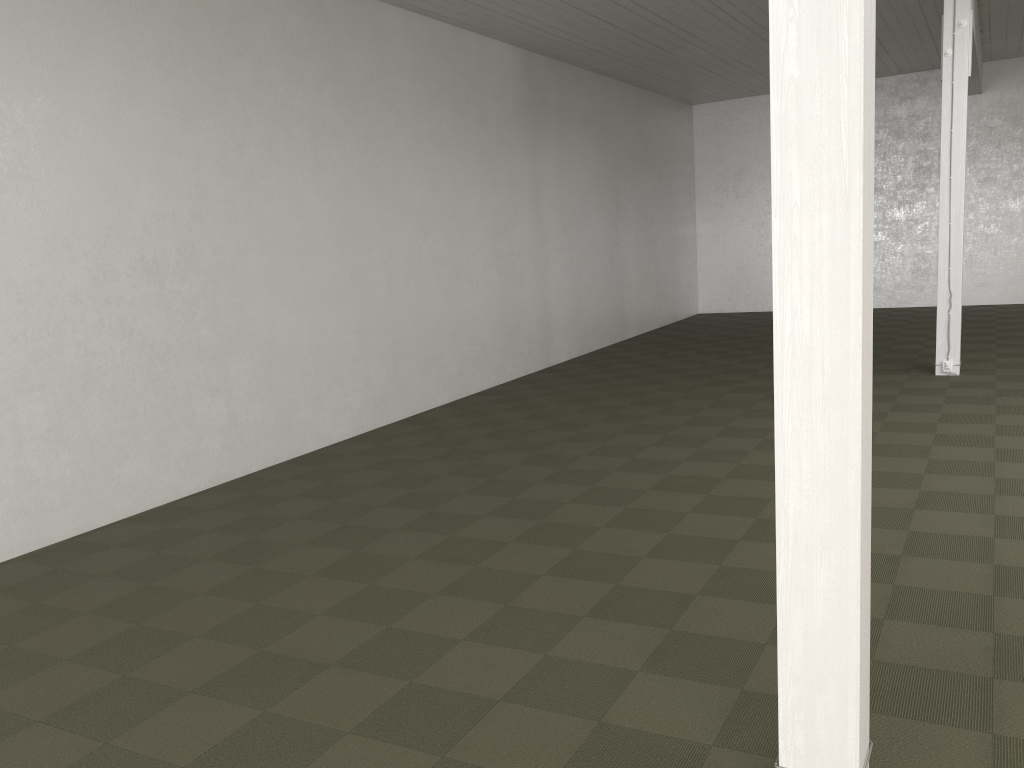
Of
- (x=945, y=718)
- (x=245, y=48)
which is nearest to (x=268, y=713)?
(x=945, y=718)

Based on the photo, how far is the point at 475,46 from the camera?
11.51m
